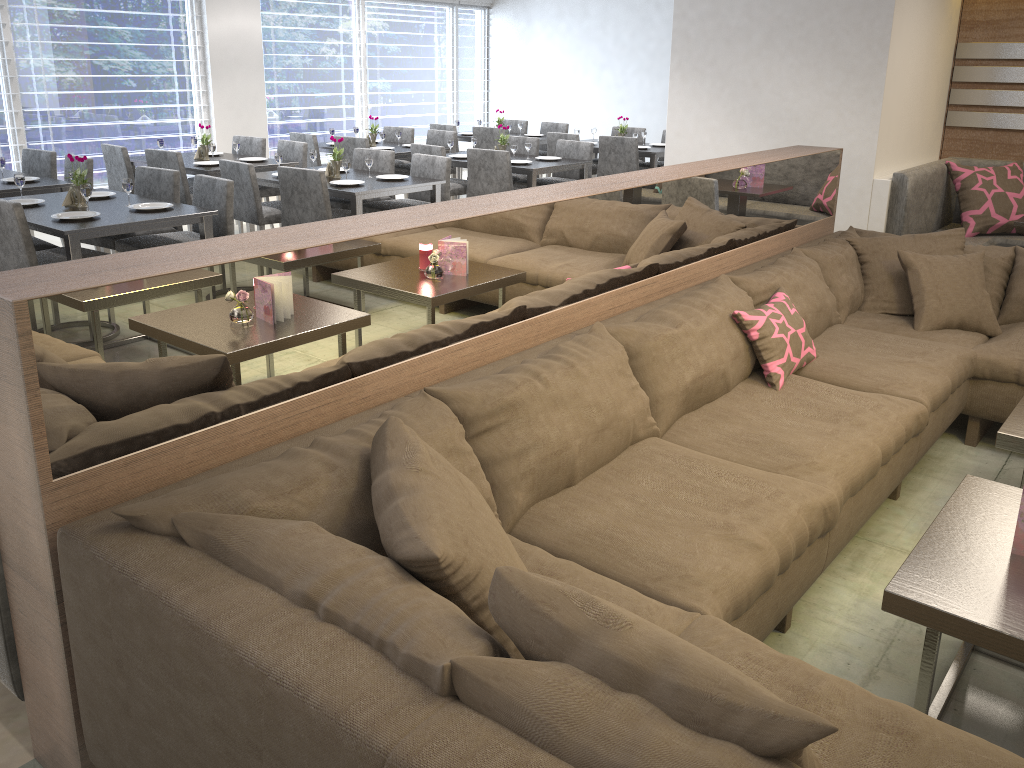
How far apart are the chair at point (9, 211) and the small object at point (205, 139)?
2.53m

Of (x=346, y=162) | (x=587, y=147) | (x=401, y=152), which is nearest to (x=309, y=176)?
(x=346, y=162)

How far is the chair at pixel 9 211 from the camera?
3.86m

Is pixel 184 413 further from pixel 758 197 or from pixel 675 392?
pixel 758 197

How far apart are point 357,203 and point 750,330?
3.0 meters

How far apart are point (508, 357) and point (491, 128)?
6.7m

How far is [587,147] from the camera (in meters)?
7.11

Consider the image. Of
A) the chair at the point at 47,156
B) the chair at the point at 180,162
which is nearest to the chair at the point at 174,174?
the chair at the point at 180,162

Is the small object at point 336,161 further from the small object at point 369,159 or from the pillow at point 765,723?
the pillow at point 765,723

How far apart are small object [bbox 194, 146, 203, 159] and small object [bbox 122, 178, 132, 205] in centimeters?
227cm
